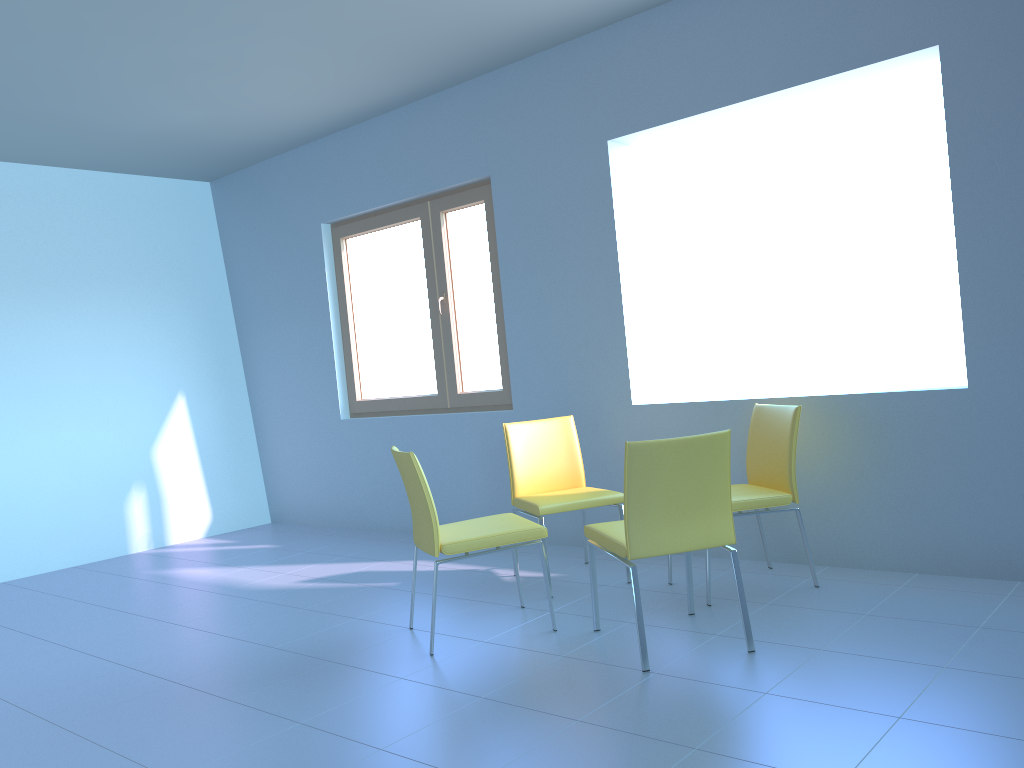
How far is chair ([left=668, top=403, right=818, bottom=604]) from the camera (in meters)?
3.36

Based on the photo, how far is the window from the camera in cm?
491

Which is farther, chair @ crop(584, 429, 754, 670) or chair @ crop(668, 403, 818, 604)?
chair @ crop(668, 403, 818, 604)

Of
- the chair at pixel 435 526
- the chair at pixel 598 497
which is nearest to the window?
the chair at pixel 598 497

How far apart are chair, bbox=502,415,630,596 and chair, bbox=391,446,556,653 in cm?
22

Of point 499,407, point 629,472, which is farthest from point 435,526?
point 499,407

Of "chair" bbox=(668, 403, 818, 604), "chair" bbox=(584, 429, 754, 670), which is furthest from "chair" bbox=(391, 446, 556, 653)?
"chair" bbox=(668, 403, 818, 604)

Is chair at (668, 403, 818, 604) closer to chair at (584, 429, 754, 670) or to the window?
chair at (584, 429, 754, 670)

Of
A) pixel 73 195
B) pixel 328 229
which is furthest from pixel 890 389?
pixel 73 195

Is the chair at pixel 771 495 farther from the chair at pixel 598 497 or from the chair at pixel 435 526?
the chair at pixel 435 526
